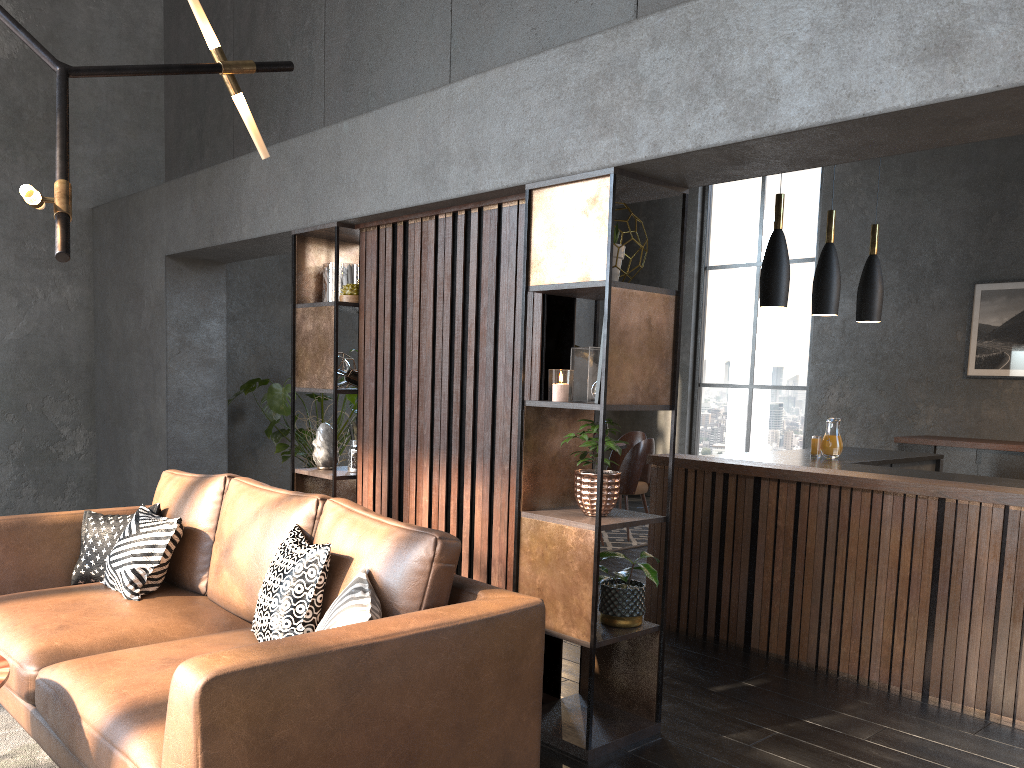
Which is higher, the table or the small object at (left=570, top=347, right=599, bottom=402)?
the small object at (left=570, top=347, right=599, bottom=402)

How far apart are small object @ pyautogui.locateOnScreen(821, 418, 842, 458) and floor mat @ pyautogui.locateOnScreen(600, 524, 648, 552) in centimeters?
163cm

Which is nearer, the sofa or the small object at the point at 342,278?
the sofa

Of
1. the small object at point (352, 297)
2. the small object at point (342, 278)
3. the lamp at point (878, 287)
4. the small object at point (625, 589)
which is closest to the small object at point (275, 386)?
the small object at point (342, 278)

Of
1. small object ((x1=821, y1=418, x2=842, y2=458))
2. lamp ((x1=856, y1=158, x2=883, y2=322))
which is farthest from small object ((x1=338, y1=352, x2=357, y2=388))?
lamp ((x1=856, y1=158, x2=883, y2=322))

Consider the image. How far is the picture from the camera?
7.6 meters

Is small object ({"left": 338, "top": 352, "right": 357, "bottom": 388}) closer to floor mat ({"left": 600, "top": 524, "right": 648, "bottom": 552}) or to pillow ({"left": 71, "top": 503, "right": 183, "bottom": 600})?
pillow ({"left": 71, "top": 503, "right": 183, "bottom": 600})

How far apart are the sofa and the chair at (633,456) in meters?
4.2

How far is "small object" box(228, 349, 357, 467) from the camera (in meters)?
6.39

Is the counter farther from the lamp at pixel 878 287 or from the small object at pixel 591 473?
the small object at pixel 591 473
